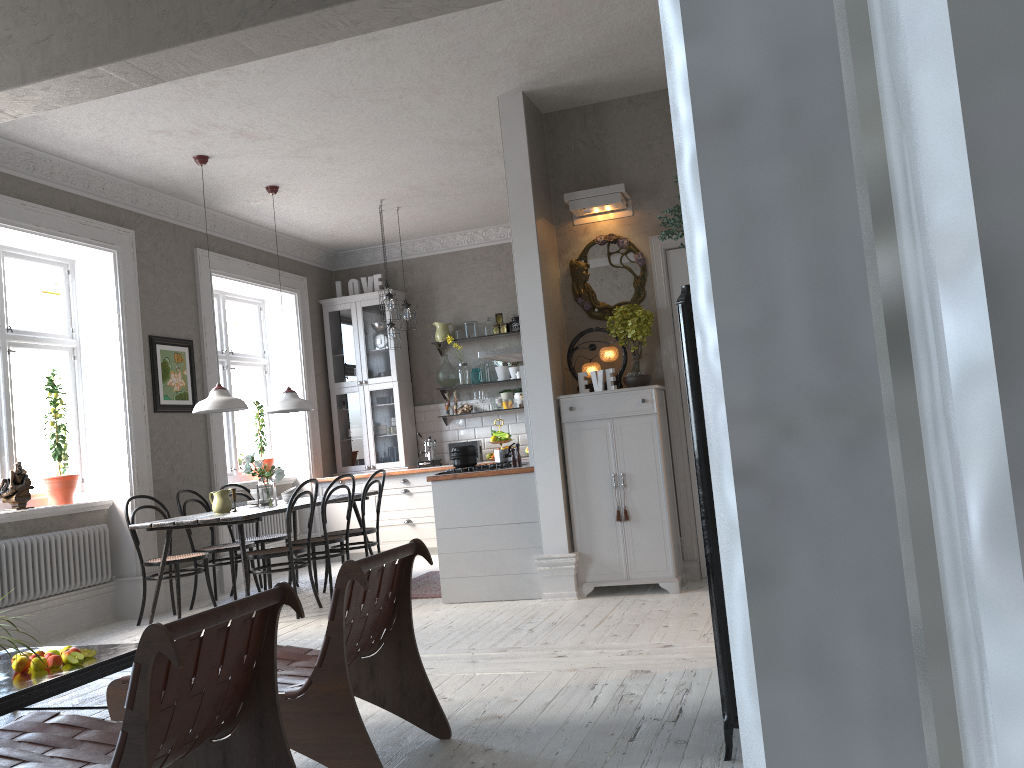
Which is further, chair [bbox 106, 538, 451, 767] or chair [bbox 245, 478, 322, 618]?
chair [bbox 245, 478, 322, 618]

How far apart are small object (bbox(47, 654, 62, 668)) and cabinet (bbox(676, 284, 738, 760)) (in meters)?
2.71

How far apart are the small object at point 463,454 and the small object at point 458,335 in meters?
3.5 m

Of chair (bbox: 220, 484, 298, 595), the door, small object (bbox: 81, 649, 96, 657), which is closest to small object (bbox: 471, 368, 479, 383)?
chair (bbox: 220, 484, 298, 595)

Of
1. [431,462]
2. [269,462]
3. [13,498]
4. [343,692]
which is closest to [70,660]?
[343,692]

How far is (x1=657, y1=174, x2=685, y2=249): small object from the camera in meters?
3.0 m

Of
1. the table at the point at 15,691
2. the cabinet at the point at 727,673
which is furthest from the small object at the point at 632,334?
the table at the point at 15,691

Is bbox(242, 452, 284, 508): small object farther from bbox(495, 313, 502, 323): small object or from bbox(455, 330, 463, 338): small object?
bbox(495, 313, 502, 323): small object

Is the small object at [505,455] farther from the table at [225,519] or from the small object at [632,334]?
the table at [225,519]

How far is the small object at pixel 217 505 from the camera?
6.4 meters
